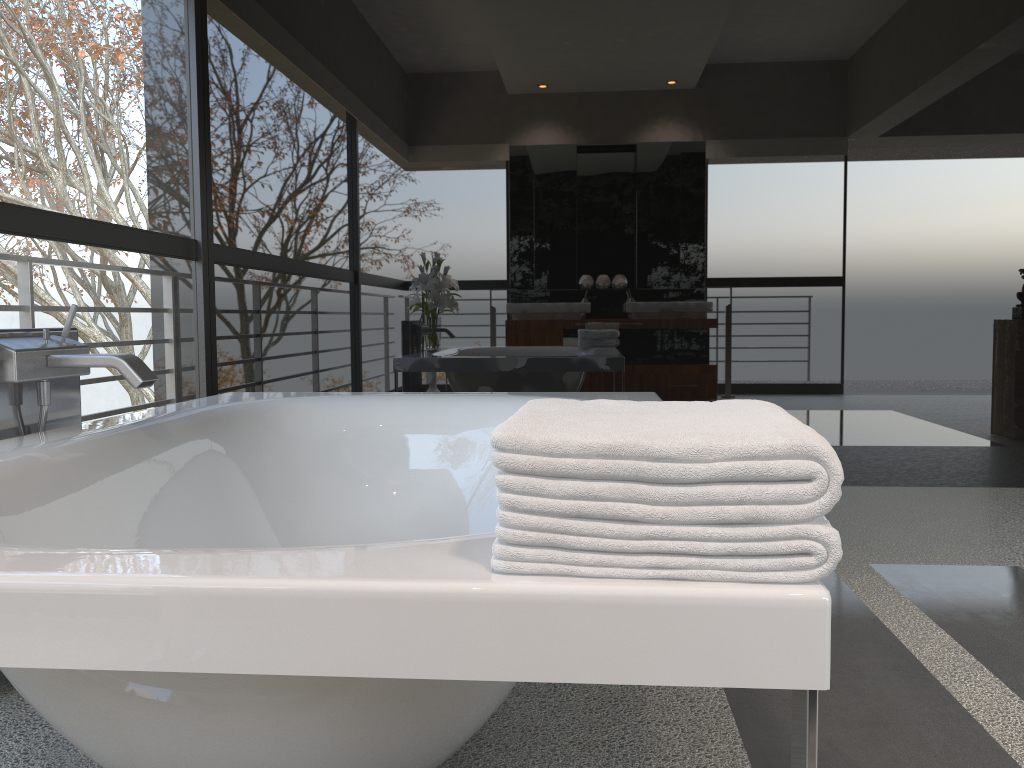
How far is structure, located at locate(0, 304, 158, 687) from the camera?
1.7m

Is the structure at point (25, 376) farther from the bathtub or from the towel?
the towel

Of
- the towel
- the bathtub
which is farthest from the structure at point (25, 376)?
the towel

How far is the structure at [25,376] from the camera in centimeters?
175cm

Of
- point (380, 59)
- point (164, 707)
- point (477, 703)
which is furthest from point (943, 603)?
point (380, 59)

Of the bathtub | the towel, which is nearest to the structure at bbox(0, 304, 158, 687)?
the bathtub

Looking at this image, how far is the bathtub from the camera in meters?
0.7 m

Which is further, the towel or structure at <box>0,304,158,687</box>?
structure at <box>0,304,158,687</box>

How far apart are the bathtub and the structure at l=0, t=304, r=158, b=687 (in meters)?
0.06

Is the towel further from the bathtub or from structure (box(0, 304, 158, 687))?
structure (box(0, 304, 158, 687))
